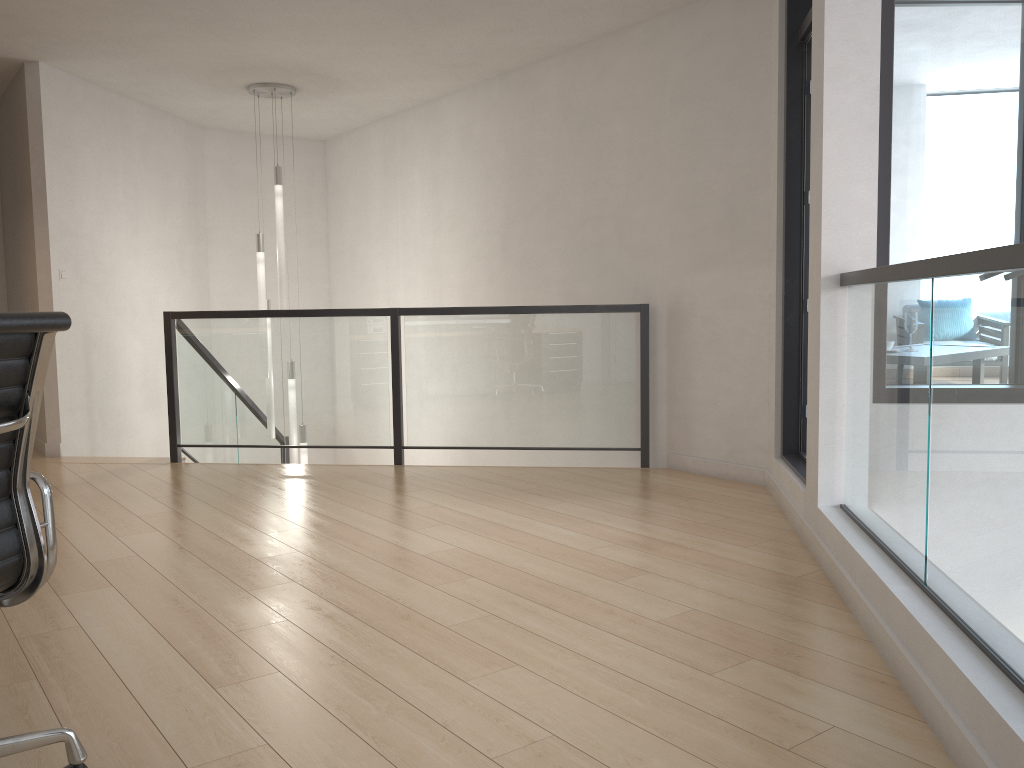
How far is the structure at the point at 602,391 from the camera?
5.5m

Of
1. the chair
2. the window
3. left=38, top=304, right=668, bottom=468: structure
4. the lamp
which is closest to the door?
the window

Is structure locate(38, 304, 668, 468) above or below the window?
below

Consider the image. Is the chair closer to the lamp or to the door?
the door

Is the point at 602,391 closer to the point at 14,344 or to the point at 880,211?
the point at 880,211

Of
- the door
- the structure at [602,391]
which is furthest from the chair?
the structure at [602,391]

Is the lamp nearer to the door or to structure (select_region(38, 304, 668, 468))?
structure (select_region(38, 304, 668, 468))

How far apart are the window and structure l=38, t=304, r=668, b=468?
2.00m

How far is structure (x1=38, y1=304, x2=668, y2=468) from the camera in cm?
546

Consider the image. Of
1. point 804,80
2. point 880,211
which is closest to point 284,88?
point 804,80
